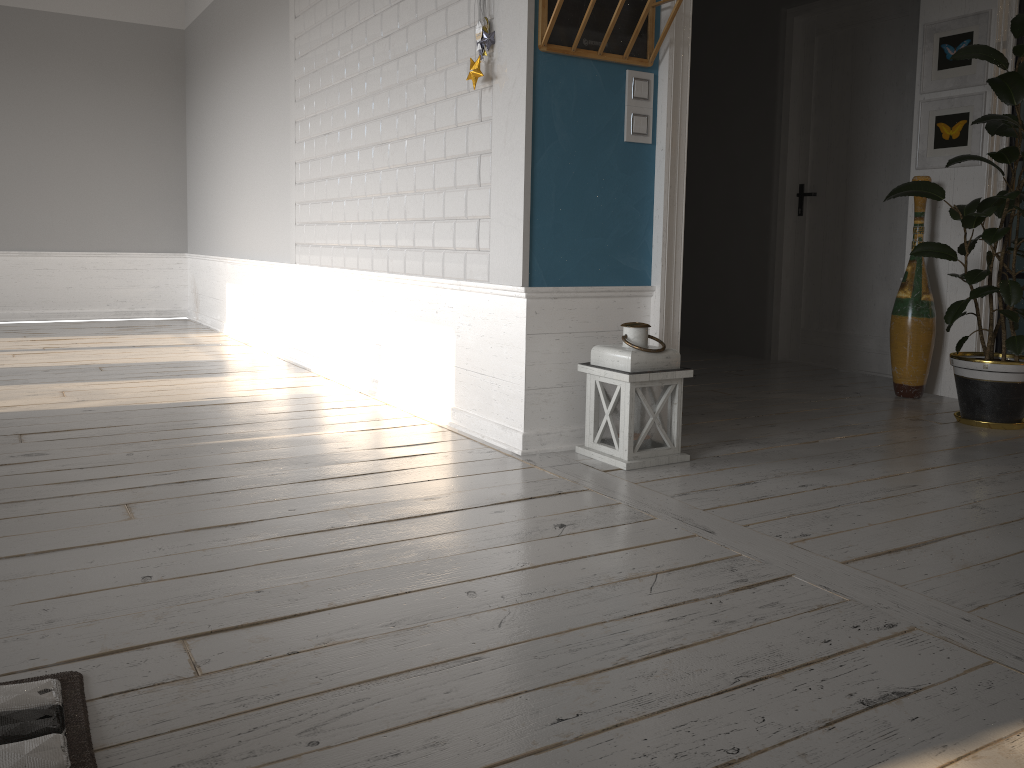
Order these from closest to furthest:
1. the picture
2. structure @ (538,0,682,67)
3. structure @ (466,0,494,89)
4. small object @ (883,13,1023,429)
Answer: structure @ (538,0,682,67)
structure @ (466,0,494,89)
small object @ (883,13,1023,429)
the picture

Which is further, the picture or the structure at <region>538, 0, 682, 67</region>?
the picture

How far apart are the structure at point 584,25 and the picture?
2.1 meters

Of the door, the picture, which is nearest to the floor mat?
the picture

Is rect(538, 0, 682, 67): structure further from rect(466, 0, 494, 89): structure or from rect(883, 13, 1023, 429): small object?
rect(883, 13, 1023, 429): small object

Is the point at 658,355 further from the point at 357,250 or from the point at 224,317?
the point at 224,317

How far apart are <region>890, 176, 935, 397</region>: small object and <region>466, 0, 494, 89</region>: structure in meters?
2.5 m

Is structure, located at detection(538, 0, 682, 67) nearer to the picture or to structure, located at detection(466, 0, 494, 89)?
structure, located at detection(466, 0, 494, 89)

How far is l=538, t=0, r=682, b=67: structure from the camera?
2.96m

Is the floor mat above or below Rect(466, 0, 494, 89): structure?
below
